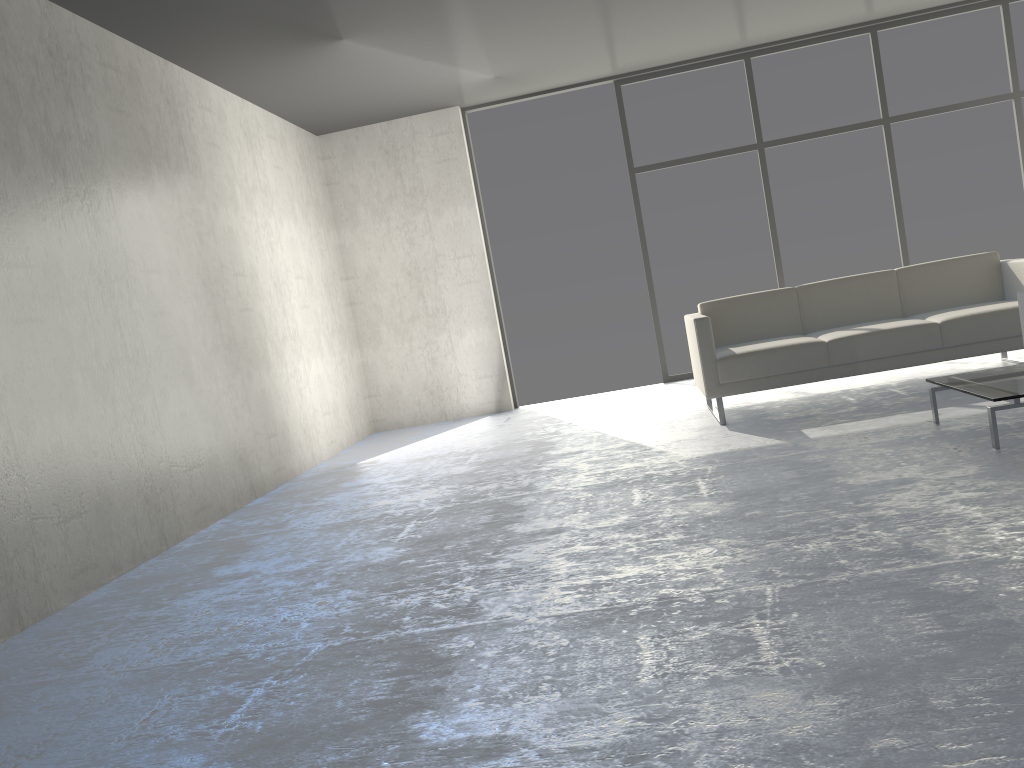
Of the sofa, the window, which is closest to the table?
the sofa

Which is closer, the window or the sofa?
the sofa

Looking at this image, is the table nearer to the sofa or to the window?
the sofa

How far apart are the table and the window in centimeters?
339cm

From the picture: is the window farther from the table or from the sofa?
the table

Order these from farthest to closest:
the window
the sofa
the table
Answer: the window → the sofa → the table

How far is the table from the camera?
3.2 meters

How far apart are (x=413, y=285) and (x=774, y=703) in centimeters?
599cm

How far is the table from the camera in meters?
3.2 m

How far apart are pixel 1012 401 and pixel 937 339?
1.4 meters
